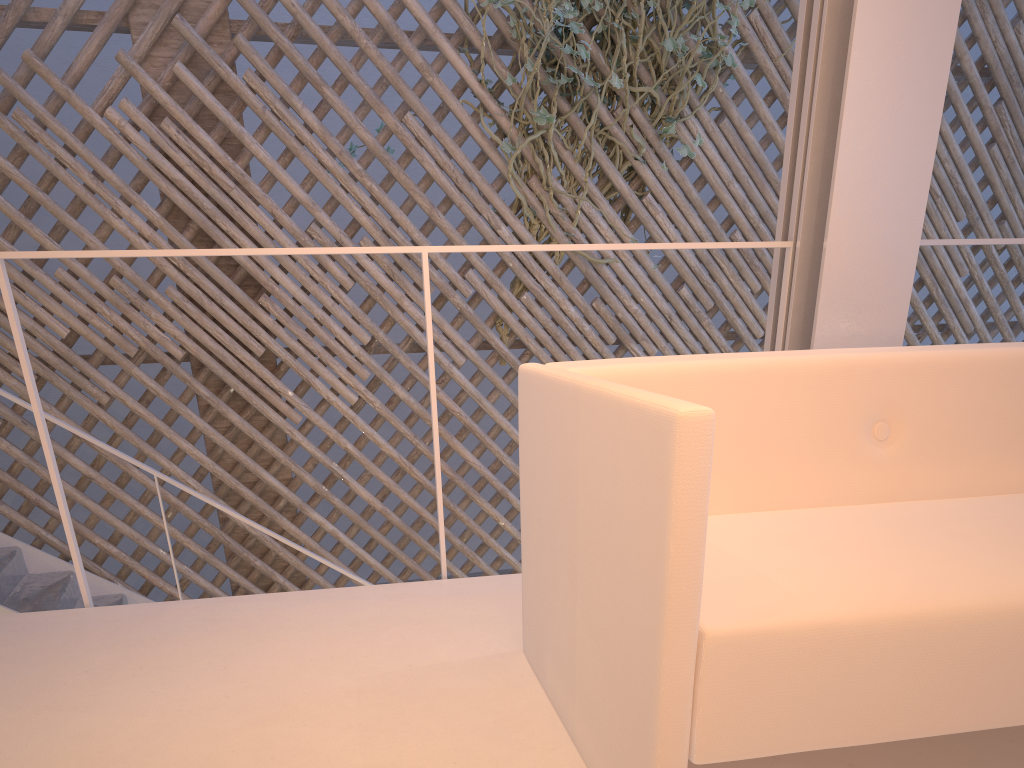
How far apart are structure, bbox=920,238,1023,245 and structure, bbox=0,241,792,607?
0.3m

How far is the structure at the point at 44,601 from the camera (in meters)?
2.17

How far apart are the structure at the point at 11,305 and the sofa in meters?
0.4 m

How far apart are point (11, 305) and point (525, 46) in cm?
194

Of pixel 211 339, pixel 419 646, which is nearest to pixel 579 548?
pixel 419 646

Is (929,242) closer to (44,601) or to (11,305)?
(11,305)

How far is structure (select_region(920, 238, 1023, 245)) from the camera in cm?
145

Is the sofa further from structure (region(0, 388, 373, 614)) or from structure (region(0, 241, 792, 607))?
structure (region(0, 388, 373, 614))

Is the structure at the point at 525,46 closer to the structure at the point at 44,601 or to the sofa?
the structure at the point at 44,601

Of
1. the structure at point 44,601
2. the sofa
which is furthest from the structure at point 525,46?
the sofa
